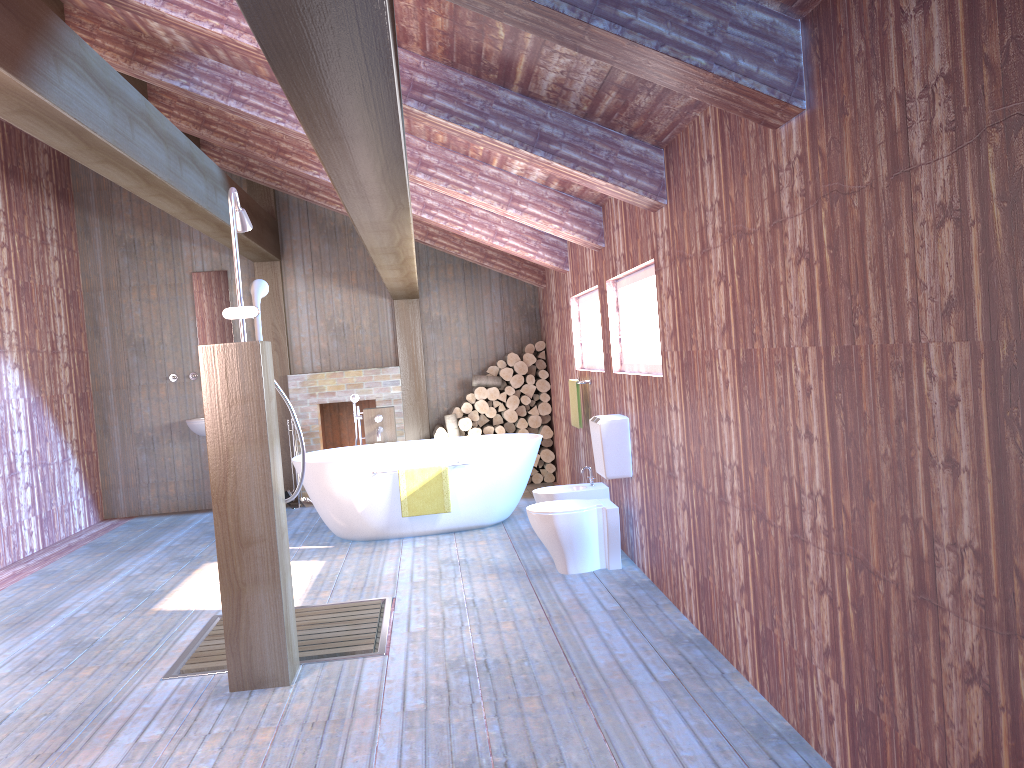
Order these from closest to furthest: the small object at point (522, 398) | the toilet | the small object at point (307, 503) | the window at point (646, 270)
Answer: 1. the window at point (646, 270)
2. the toilet
3. the small object at point (307, 503)
4. the small object at point (522, 398)

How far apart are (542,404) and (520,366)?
0.4 meters

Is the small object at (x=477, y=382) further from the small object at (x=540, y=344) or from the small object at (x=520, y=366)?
the small object at (x=540, y=344)

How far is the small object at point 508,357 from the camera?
8.8m

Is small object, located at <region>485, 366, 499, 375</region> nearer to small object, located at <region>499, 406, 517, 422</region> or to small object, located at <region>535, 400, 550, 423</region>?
small object, located at <region>499, 406, 517, 422</region>

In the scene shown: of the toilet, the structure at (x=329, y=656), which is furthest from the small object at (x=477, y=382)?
the structure at (x=329, y=656)

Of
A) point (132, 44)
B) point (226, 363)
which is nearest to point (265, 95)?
point (132, 44)

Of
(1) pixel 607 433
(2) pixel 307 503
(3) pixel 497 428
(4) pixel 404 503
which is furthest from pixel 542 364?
(1) pixel 607 433

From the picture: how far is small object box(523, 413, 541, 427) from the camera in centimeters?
887cm

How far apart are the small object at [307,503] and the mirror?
1.8m
